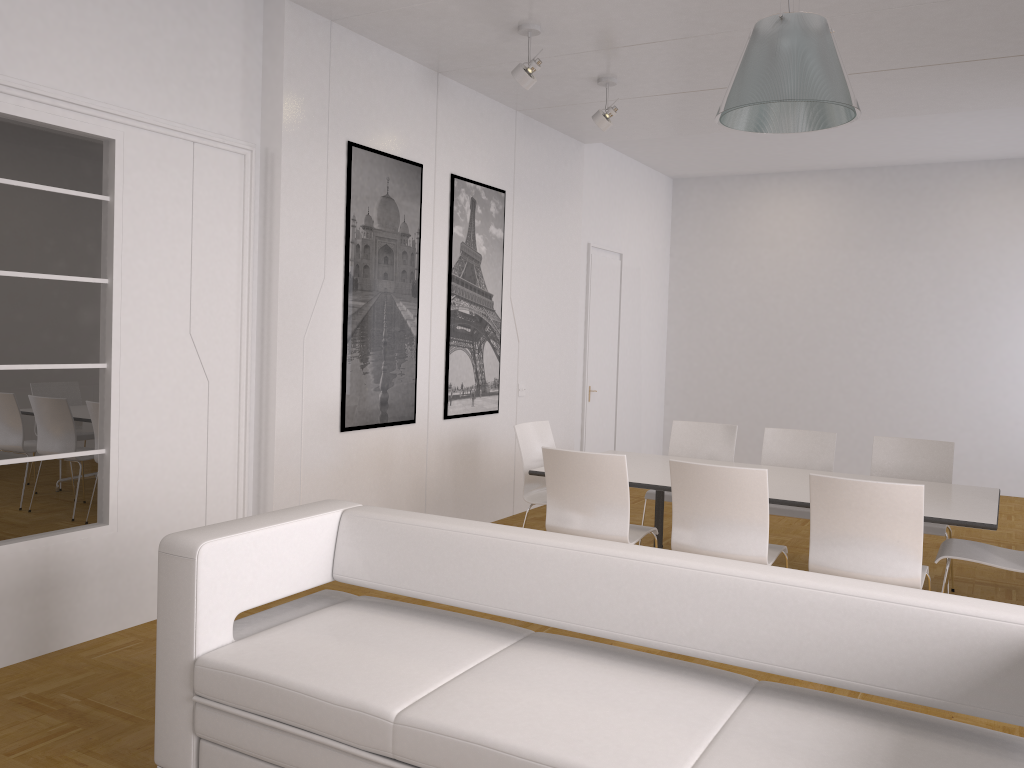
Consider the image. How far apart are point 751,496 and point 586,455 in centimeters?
84cm

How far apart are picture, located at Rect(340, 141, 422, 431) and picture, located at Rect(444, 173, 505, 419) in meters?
0.4

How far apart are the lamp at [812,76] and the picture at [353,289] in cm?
292

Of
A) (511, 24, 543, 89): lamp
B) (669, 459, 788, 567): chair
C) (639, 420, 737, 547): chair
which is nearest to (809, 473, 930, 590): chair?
(669, 459, 788, 567): chair

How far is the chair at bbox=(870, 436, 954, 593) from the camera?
5.54m

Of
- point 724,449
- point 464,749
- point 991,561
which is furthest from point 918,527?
point 464,749

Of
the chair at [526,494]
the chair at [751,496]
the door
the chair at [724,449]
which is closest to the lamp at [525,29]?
the chair at [526,494]

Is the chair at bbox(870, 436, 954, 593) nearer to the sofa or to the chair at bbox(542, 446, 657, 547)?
the chair at bbox(542, 446, 657, 547)

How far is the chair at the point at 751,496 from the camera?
4.2 meters

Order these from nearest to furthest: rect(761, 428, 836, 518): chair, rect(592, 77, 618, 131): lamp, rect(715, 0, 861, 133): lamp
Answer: rect(715, 0, 861, 133): lamp < rect(761, 428, 836, 518): chair < rect(592, 77, 618, 131): lamp
